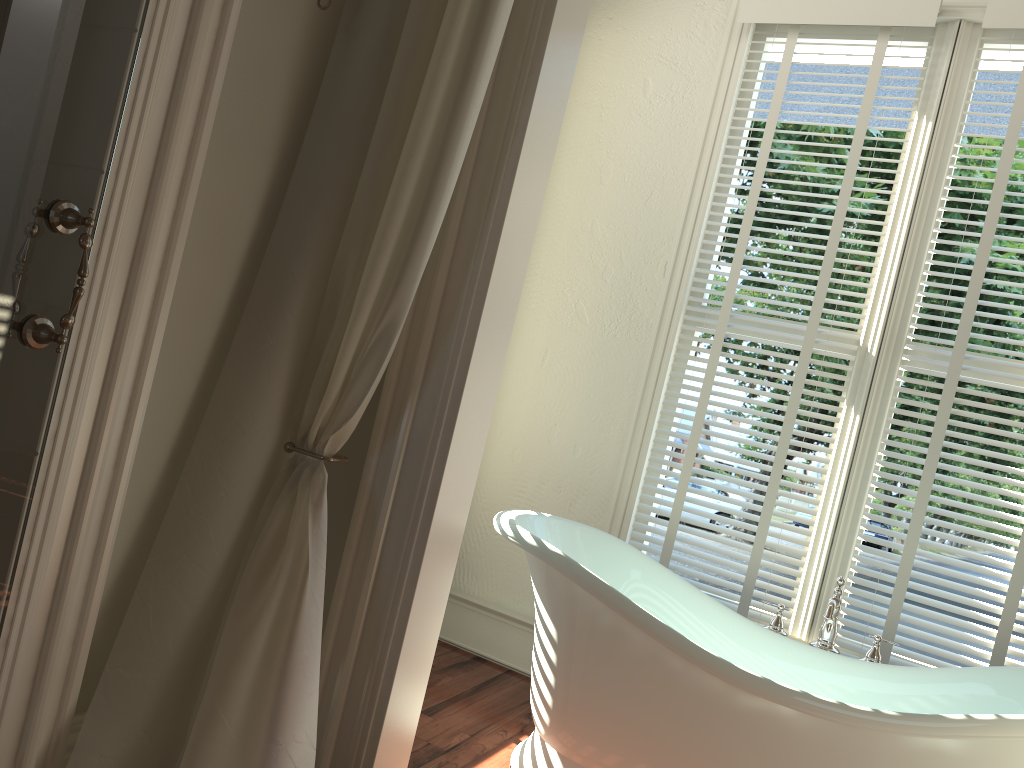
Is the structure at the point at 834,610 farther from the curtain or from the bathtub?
the curtain

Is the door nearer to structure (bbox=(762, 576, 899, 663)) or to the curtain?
the curtain

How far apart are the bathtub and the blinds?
0.30m

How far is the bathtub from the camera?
1.9m

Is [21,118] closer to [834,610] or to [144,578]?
[144,578]

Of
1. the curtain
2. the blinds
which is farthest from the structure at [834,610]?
the curtain

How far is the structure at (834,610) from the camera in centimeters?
238cm

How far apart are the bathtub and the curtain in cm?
64

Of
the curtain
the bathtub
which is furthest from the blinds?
the curtain

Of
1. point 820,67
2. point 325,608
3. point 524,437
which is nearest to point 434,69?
point 325,608
